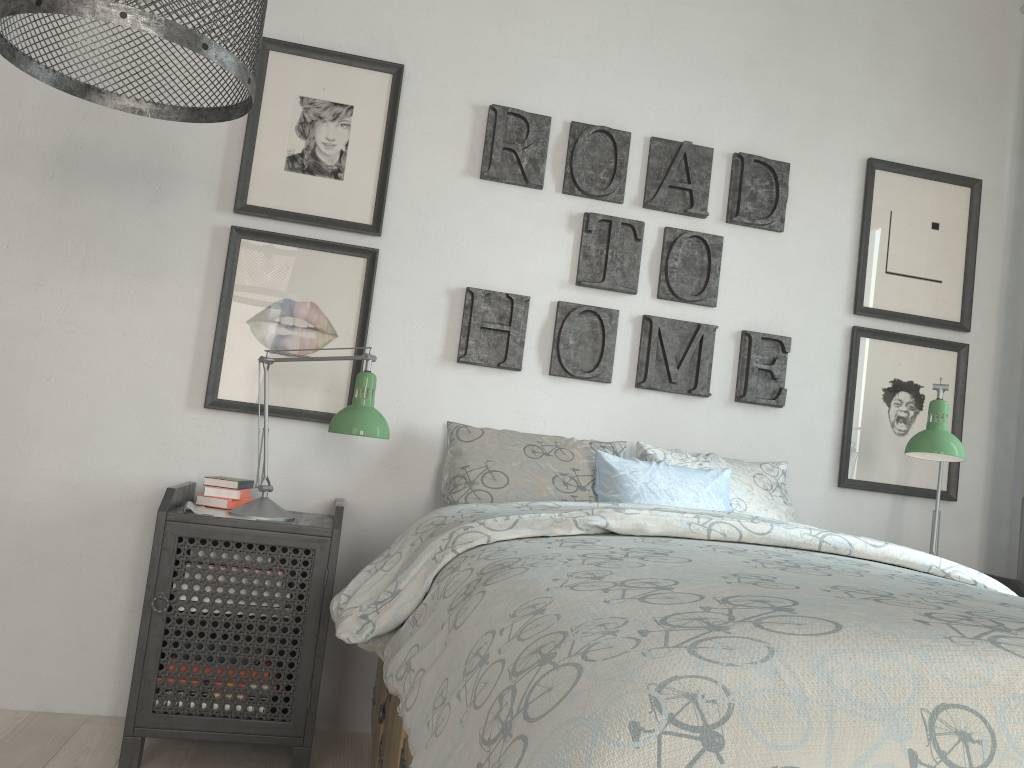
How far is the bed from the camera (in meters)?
0.73

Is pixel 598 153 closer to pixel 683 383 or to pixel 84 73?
pixel 683 383

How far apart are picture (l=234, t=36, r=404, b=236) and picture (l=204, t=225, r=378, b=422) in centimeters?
5cm

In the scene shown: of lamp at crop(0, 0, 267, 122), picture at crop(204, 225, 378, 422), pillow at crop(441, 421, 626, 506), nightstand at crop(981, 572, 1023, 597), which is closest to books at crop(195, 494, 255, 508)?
picture at crop(204, 225, 378, 422)

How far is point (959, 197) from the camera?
3.0m

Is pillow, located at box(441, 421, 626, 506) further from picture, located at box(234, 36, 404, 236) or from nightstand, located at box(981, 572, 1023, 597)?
nightstand, located at box(981, 572, 1023, 597)

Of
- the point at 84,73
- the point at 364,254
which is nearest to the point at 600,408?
the point at 364,254

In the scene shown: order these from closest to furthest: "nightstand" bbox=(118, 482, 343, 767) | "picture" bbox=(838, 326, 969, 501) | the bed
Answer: the bed < "nightstand" bbox=(118, 482, 343, 767) < "picture" bbox=(838, 326, 969, 501)

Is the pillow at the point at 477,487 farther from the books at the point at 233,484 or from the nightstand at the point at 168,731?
the books at the point at 233,484

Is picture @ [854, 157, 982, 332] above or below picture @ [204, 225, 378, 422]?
above
